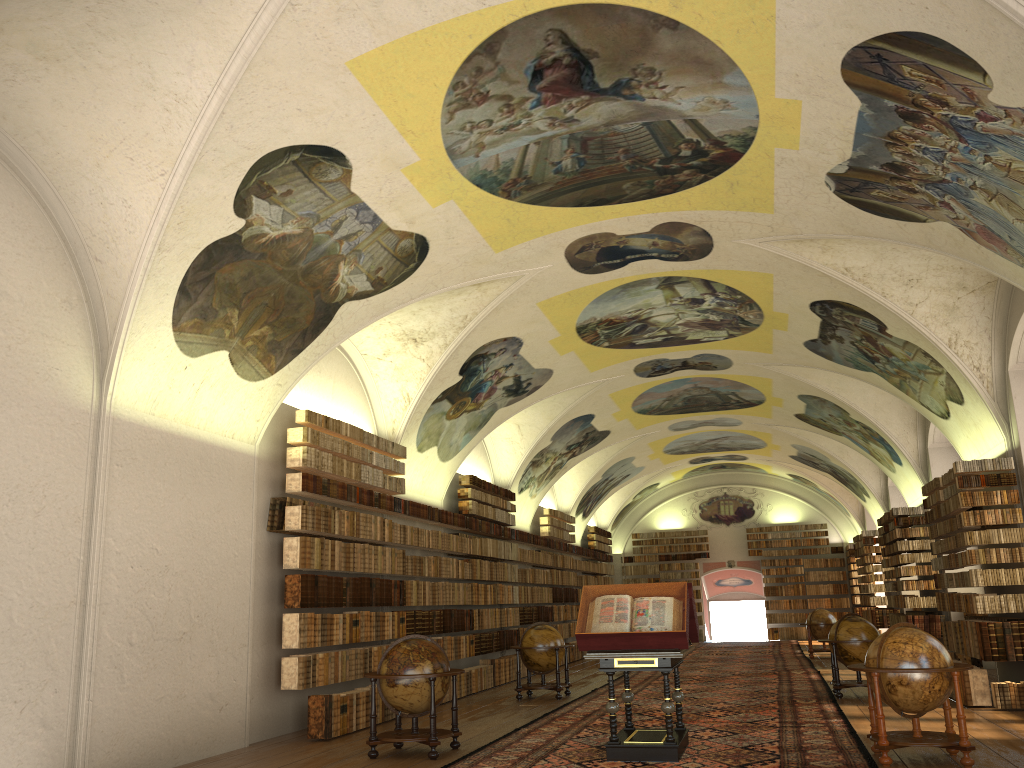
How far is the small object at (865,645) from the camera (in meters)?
15.53

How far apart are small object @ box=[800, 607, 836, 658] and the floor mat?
0.4m

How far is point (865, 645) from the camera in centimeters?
1553cm

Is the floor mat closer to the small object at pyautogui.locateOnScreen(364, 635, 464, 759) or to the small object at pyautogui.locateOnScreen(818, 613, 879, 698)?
the small object at pyautogui.locateOnScreen(818, 613, 879, 698)

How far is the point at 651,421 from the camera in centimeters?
2808cm

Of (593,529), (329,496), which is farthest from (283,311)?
(593,529)

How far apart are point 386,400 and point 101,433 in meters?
7.6

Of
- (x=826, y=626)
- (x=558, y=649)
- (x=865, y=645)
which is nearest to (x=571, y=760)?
(x=558, y=649)

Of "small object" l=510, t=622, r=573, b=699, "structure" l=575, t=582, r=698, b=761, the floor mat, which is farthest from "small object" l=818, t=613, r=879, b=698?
"structure" l=575, t=582, r=698, b=761

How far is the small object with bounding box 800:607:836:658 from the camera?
25.8m
